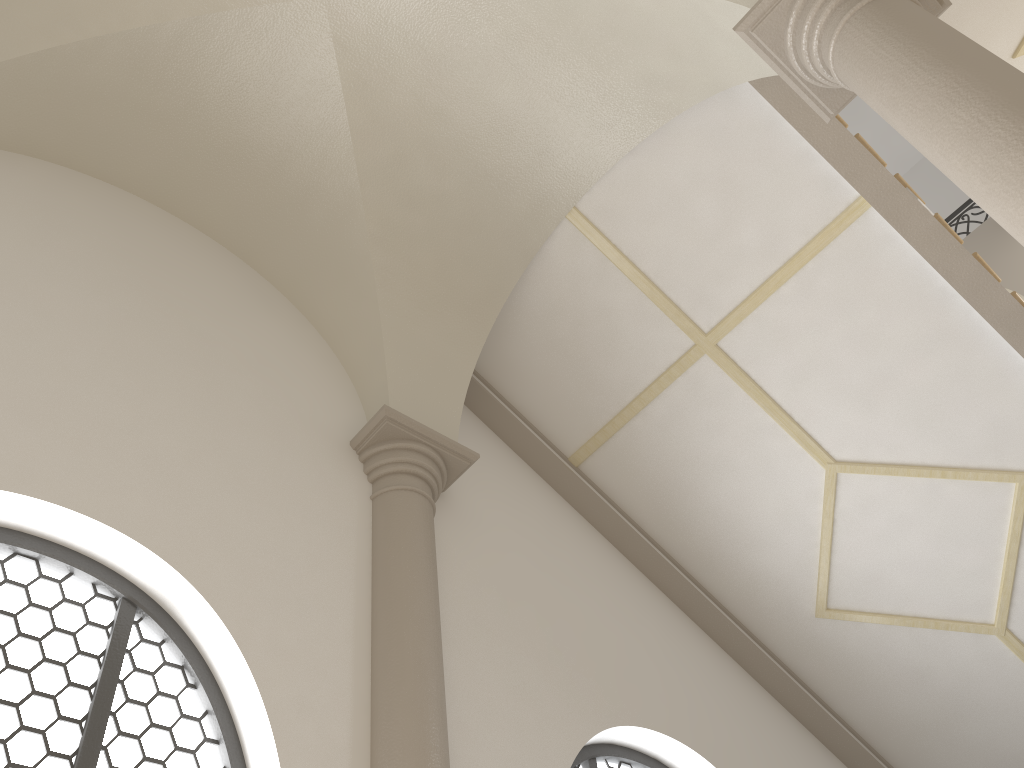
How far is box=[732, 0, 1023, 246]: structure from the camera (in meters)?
2.68

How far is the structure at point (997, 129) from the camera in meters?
2.7 m

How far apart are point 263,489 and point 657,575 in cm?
315

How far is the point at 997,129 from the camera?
2.68m
